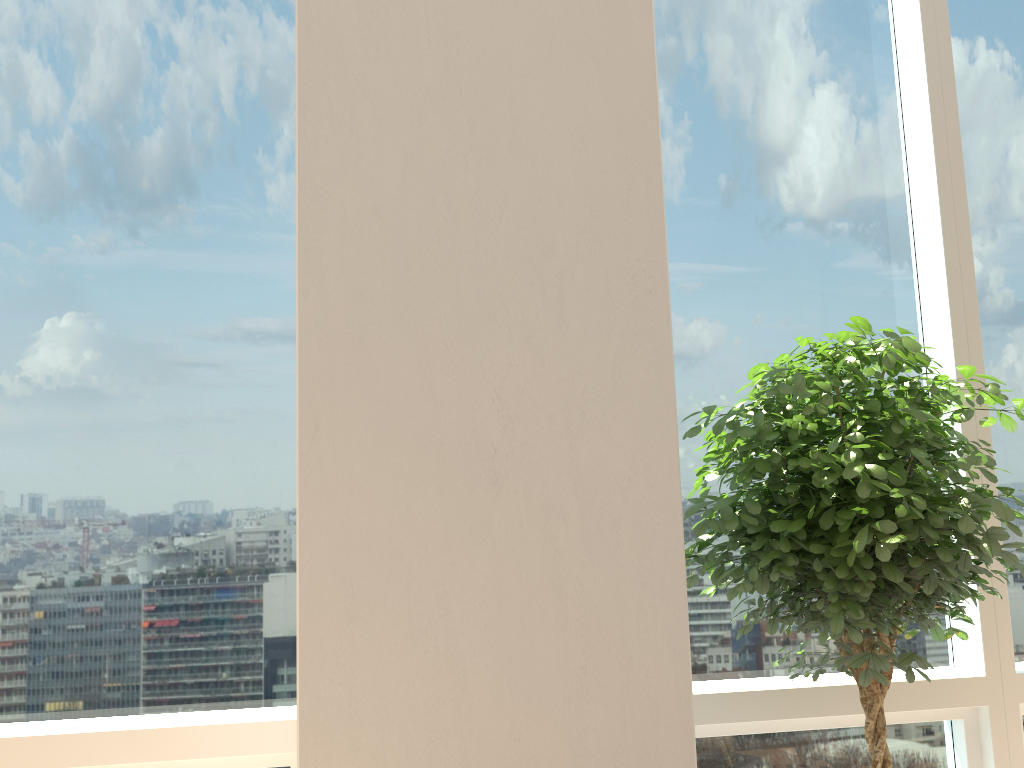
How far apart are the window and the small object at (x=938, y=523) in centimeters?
24cm

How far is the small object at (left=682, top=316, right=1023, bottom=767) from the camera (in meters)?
1.93

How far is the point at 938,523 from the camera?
1.9 meters

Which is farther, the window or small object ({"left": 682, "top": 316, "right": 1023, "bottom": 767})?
the window

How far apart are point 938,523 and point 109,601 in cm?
214

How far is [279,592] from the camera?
2.53m

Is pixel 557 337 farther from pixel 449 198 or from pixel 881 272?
pixel 881 272

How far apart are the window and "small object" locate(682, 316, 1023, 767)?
0.2 meters

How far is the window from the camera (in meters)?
2.46

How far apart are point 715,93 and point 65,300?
2.1 meters
